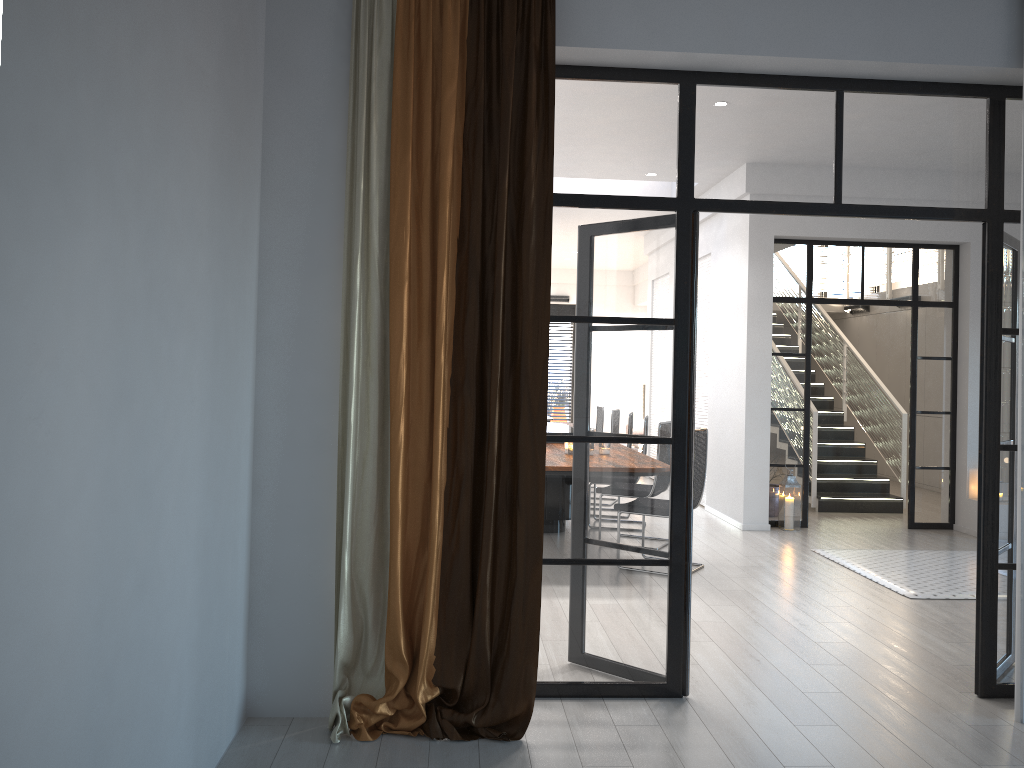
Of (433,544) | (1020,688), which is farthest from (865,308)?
(433,544)

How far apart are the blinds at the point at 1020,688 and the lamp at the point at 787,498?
4.5m

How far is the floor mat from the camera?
5.87m

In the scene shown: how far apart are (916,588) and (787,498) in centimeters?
227cm

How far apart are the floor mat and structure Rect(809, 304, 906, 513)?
2.2 meters

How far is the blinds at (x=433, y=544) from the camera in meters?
3.4 m

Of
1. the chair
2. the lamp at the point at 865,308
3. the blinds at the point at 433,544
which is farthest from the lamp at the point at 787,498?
the lamp at the point at 865,308

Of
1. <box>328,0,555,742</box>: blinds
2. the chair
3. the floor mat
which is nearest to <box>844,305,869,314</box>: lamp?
the floor mat

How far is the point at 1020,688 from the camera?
3.64m

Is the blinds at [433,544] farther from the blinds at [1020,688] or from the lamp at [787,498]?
the lamp at [787,498]
